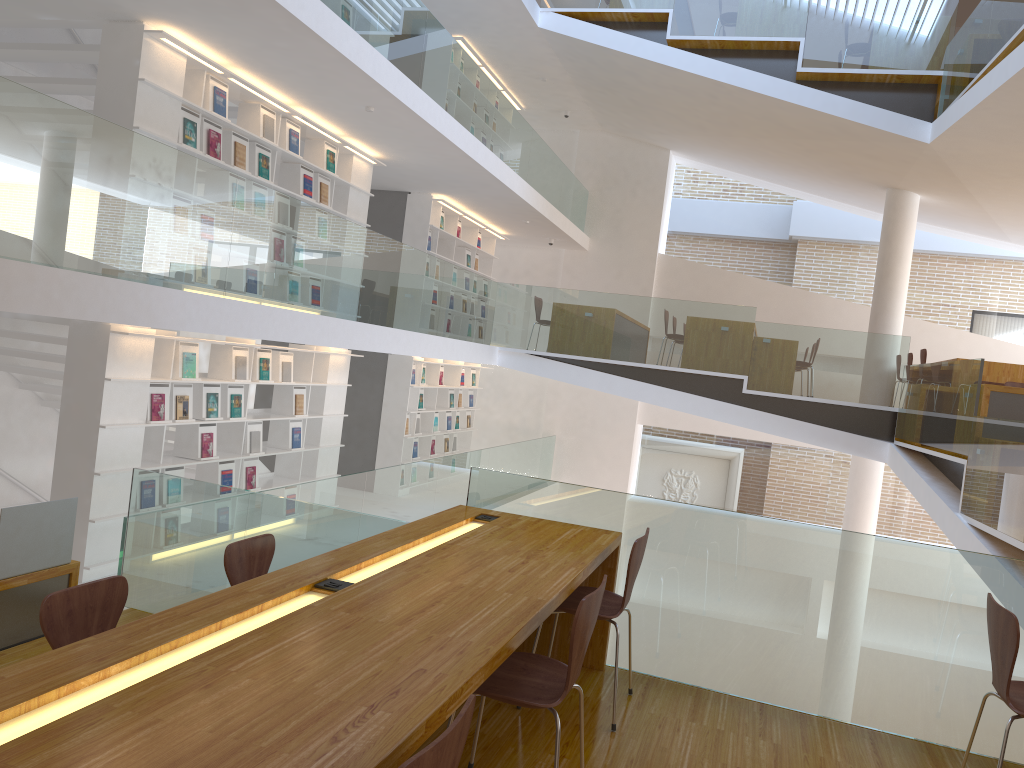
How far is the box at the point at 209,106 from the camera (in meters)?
6.80

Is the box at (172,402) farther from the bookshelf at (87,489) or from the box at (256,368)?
the box at (256,368)

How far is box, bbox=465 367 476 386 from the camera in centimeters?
1378cm

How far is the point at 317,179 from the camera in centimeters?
853cm

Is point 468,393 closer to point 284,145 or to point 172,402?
point 284,145

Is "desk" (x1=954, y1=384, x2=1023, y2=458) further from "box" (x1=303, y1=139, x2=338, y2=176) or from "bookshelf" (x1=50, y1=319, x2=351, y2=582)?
"box" (x1=303, y1=139, x2=338, y2=176)

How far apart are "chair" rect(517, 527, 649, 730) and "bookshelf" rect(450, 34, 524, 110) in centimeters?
924cm

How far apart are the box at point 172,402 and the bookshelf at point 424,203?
4.74m

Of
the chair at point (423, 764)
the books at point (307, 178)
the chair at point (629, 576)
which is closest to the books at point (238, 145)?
the books at point (307, 178)

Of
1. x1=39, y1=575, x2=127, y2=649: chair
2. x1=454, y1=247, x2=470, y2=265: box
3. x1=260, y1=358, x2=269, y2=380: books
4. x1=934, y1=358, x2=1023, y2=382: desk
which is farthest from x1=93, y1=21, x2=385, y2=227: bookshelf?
x1=934, y1=358, x2=1023, y2=382: desk
